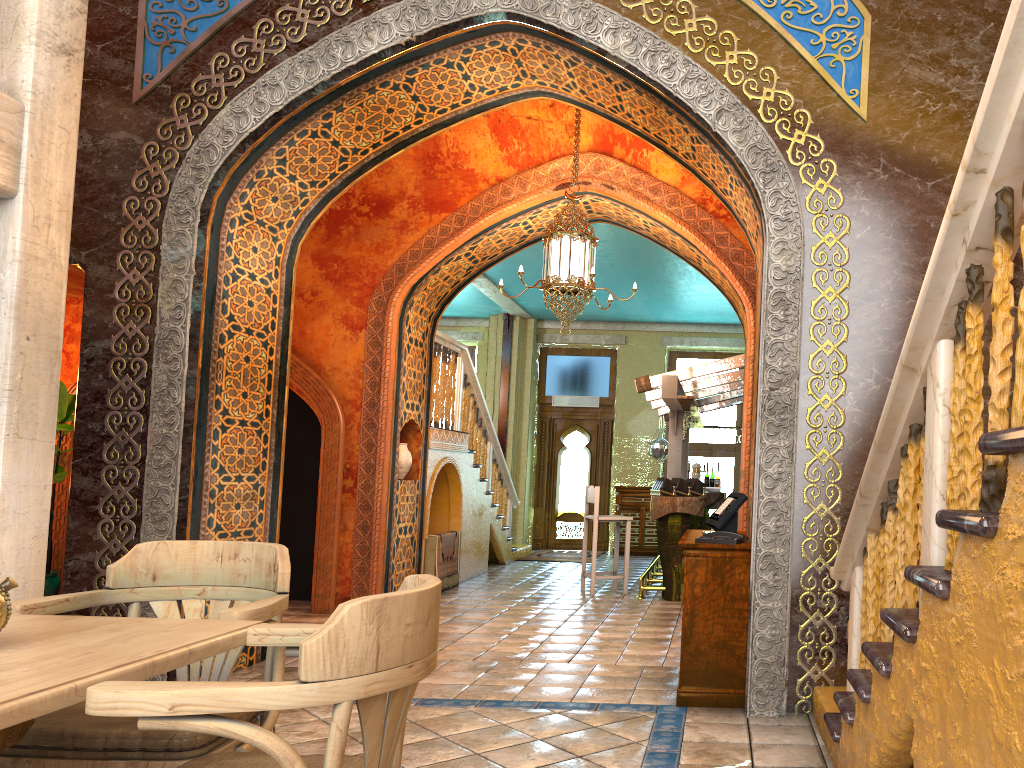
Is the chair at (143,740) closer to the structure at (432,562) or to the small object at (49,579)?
the small object at (49,579)

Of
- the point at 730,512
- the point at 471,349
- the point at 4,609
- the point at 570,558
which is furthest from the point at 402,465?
the point at 471,349

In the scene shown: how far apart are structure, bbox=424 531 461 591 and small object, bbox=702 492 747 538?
5.03m

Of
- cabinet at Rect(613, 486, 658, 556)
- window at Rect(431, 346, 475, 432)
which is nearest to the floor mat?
cabinet at Rect(613, 486, 658, 556)

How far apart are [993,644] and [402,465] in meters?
8.1 m

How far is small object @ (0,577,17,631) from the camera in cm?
220

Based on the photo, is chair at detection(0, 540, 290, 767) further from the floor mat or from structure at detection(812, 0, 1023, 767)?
the floor mat

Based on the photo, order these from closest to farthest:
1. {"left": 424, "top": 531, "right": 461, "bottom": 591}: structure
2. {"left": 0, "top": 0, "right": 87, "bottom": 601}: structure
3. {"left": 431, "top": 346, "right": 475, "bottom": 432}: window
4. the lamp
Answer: {"left": 0, "top": 0, "right": 87, "bottom": 601}: structure
the lamp
{"left": 424, "top": 531, "right": 461, "bottom": 591}: structure
{"left": 431, "top": 346, "right": 475, "bottom": 432}: window

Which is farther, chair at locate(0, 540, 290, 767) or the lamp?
the lamp

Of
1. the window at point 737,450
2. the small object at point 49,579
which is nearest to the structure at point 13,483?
the small object at point 49,579
